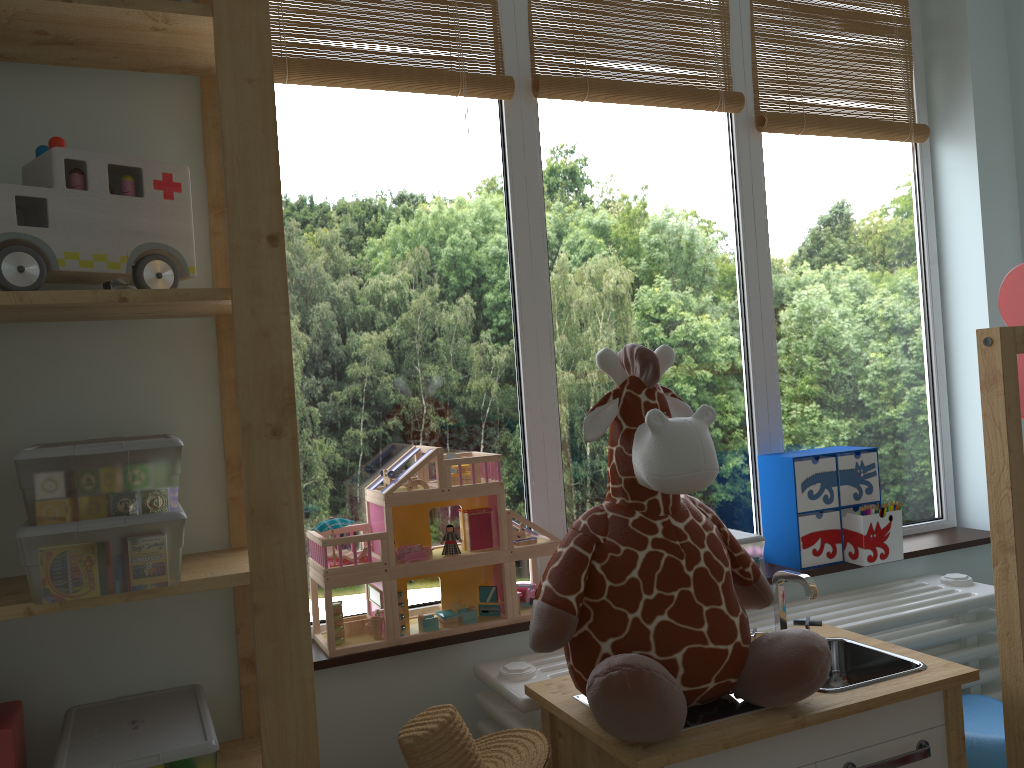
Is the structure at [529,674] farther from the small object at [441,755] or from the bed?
the bed

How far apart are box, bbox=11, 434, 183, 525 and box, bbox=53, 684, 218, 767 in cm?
30

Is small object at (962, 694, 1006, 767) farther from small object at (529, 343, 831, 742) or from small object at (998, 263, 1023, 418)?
small object at (998, 263, 1023, 418)

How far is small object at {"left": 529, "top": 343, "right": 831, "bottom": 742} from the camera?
1.10m

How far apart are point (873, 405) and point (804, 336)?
0.3m

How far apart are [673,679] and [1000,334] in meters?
0.7 m

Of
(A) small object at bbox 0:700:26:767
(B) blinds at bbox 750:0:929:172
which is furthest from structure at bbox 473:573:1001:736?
(B) blinds at bbox 750:0:929:172

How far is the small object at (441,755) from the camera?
1.1 meters

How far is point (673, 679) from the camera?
1.1 meters

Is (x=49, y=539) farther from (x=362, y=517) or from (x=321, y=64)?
(x=321, y=64)
